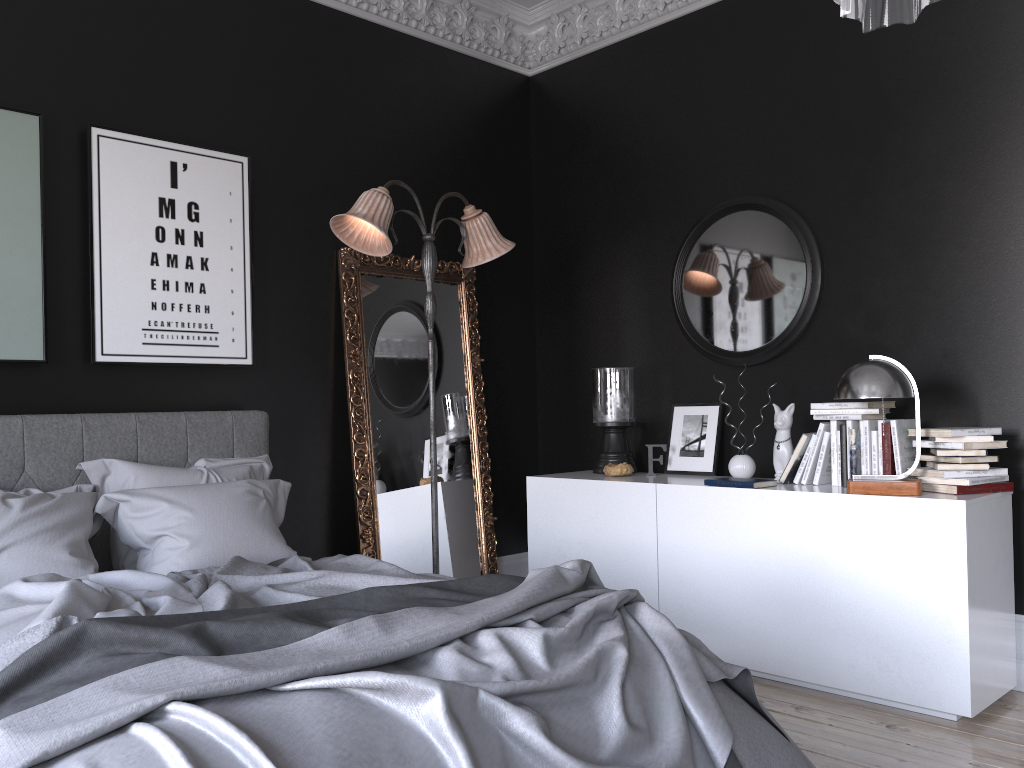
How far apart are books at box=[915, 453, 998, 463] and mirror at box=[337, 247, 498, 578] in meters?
2.5 m

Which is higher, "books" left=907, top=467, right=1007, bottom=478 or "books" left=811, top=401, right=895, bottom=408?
"books" left=811, top=401, right=895, bottom=408

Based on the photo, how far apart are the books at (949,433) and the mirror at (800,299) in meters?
0.9 m

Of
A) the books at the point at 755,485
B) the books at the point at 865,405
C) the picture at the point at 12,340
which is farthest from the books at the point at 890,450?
the picture at the point at 12,340

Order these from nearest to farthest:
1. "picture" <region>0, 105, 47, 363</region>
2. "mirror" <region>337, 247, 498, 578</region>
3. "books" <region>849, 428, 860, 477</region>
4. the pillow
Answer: the pillow → "picture" <region>0, 105, 47, 363</region> → "books" <region>849, 428, 860, 477</region> → "mirror" <region>337, 247, 498, 578</region>

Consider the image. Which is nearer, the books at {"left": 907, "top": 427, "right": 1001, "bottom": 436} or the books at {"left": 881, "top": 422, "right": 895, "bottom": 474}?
the books at {"left": 907, "top": 427, "right": 1001, "bottom": 436}

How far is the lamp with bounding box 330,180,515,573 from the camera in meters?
4.2

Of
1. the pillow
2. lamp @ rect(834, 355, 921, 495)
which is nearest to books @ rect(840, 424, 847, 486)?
lamp @ rect(834, 355, 921, 495)

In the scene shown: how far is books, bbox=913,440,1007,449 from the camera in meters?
3.7

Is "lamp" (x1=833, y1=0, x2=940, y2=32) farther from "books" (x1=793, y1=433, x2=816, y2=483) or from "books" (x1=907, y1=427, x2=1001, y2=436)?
"books" (x1=793, y1=433, x2=816, y2=483)
